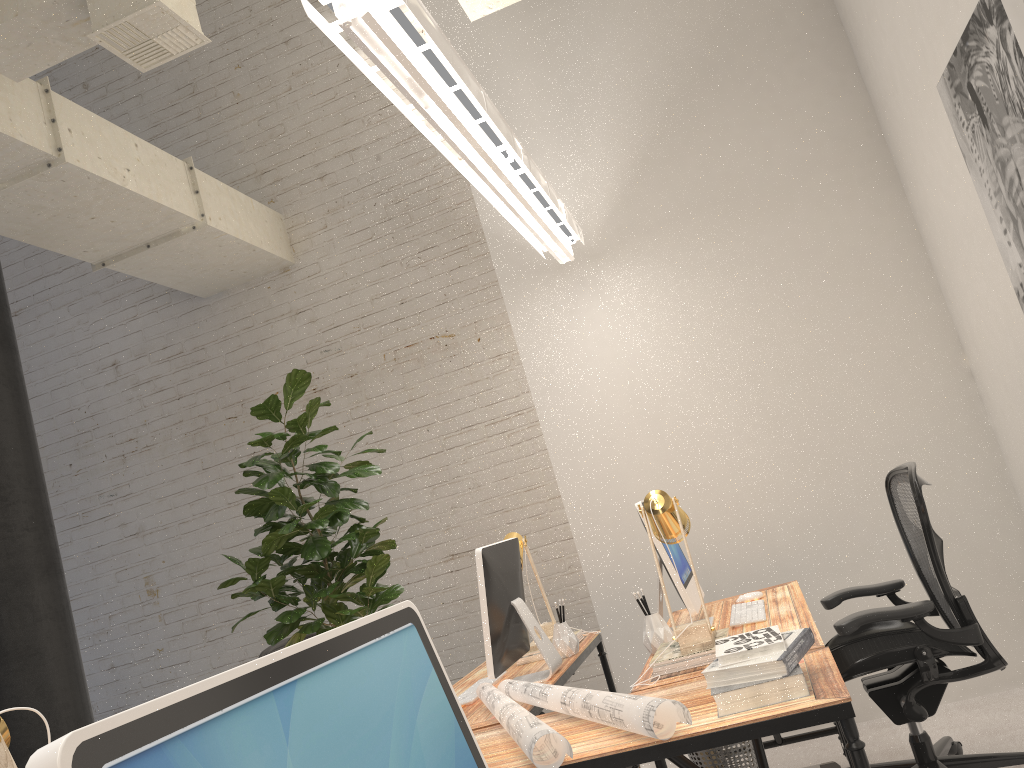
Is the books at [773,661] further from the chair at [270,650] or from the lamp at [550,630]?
the chair at [270,650]

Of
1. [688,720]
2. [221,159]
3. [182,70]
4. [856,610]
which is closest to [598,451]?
[856,610]

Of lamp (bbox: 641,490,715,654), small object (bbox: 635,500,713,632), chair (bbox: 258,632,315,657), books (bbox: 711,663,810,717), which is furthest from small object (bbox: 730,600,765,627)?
chair (bbox: 258,632,315,657)

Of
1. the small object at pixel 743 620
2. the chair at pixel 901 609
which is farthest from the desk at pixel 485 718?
the chair at pixel 901 609

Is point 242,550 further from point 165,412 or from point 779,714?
point 779,714

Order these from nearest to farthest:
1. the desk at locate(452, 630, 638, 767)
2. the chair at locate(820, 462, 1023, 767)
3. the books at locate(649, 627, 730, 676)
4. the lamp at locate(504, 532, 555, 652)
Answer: the books at locate(649, 627, 730, 676), the desk at locate(452, 630, 638, 767), the chair at locate(820, 462, 1023, 767), the lamp at locate(504, 532, 555, 652)

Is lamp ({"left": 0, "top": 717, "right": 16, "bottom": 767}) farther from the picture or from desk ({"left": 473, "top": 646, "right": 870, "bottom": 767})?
the picture

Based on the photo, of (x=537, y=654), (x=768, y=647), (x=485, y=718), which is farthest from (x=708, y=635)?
(x=537, y=654)

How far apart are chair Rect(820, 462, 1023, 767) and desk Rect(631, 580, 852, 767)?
0.1 meters

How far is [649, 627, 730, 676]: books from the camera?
2.47m
